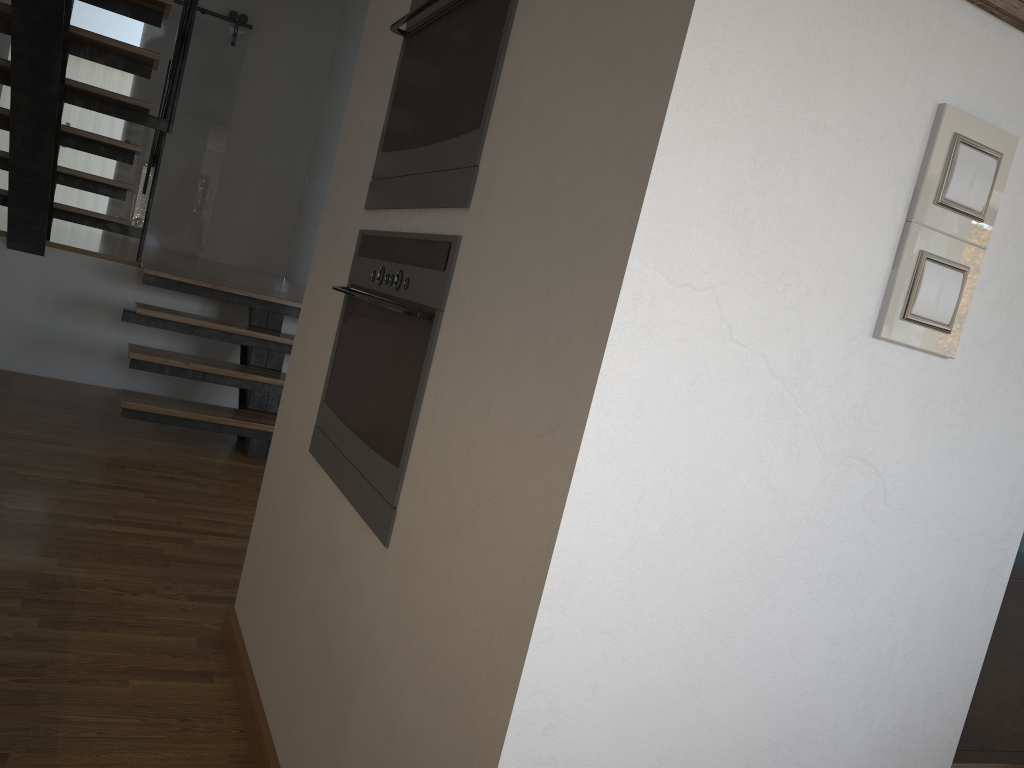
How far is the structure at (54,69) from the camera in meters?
3.7

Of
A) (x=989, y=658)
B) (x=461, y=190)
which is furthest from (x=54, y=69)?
(x=989, y=658)

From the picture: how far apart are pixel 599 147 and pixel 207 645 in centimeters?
174cm

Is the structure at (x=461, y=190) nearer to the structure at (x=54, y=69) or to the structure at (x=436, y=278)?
the structure at (x=436, y=278)

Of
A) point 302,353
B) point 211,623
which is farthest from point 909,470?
point 211,623

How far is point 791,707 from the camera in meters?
1.0

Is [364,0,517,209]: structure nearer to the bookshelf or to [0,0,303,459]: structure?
the bookshelf

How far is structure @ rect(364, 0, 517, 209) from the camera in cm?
128

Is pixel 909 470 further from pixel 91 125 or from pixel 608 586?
pixel 91 125

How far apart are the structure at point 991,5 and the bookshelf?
0.7m
